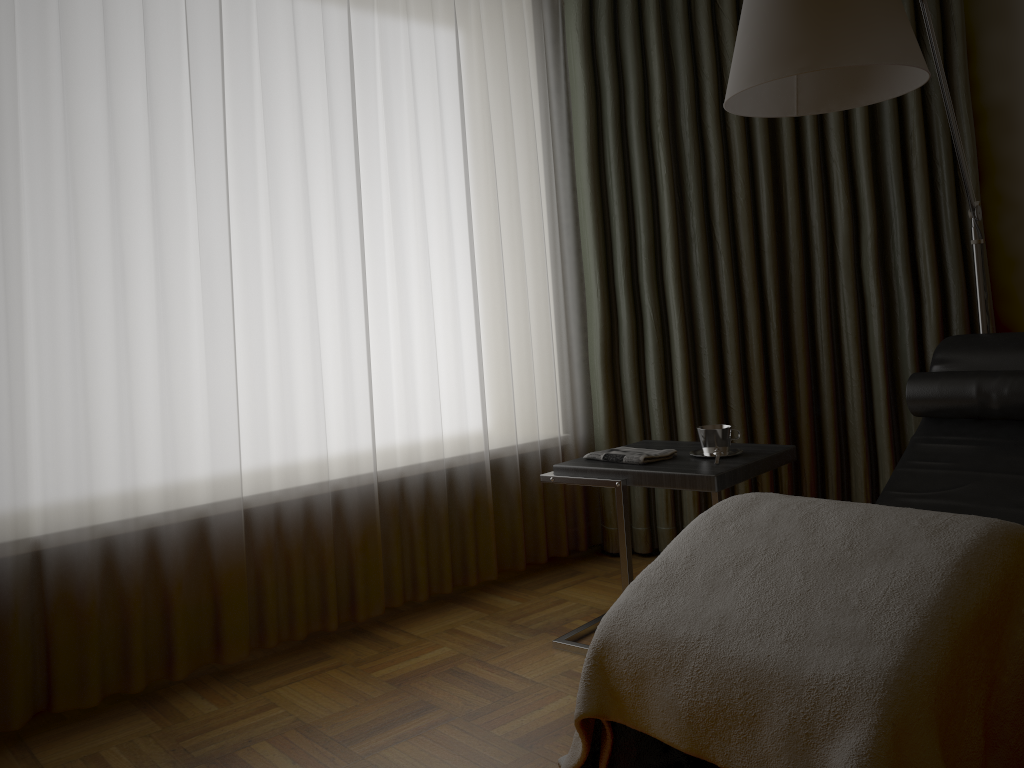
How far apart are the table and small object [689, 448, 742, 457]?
0.03m

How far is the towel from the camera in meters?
2.5

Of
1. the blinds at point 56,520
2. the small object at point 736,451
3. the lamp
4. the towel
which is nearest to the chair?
the lamp

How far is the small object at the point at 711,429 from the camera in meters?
2.5 m

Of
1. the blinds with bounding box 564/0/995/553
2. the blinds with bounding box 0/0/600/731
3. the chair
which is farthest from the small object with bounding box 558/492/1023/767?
the blinds with bounding box 564/0/995/553

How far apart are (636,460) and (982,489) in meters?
0.9

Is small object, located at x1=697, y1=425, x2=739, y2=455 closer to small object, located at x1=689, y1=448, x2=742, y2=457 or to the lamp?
small object, located at x1=689, y1=448, x2=742, y2=457

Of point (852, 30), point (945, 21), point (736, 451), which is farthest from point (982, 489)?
point (945, 21)

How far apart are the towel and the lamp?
0.9m

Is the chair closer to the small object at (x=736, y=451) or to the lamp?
the lamp
